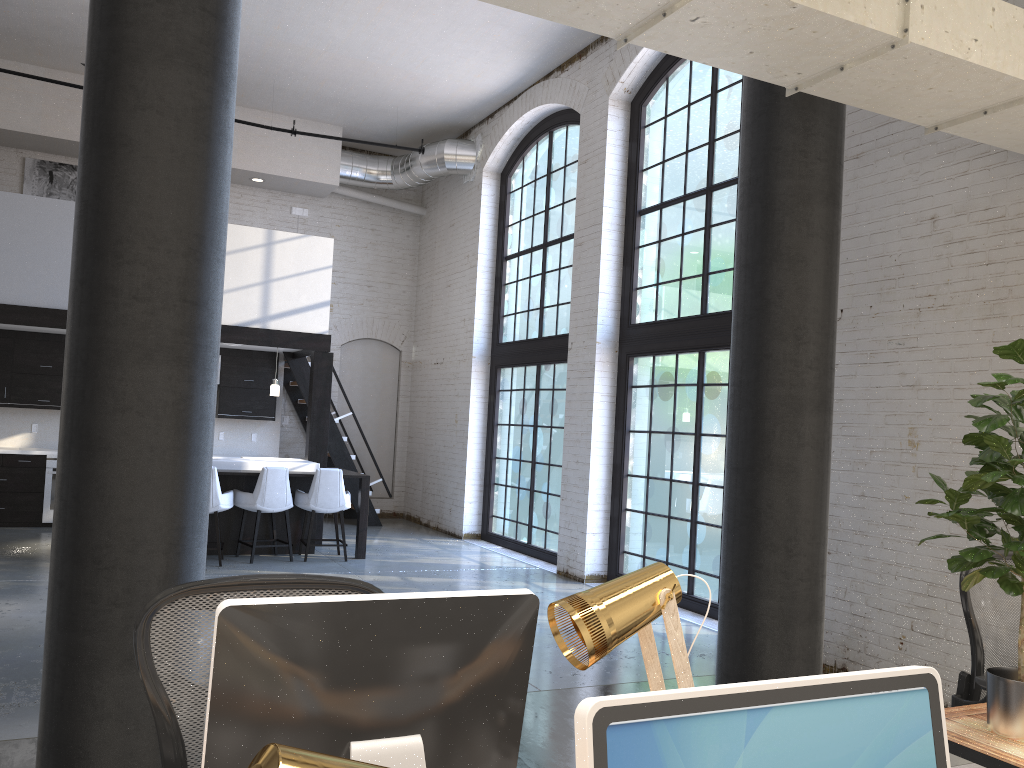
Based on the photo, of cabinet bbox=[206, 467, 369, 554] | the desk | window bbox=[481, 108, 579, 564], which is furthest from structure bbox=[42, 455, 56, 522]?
the desk

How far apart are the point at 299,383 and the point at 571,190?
4.45m

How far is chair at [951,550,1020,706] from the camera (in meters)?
3.09

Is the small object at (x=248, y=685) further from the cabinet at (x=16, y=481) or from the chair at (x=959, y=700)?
the cabinet at (x=16, y=481)

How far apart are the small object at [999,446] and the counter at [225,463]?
7.7 meters

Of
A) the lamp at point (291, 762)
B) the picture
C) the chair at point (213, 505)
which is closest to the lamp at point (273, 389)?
the chair at point (213, 505)

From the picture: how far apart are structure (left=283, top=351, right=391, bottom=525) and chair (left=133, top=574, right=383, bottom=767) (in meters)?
9.85

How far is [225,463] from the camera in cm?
902

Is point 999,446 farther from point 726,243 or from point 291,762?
point 726,243

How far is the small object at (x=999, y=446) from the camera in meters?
2.2
